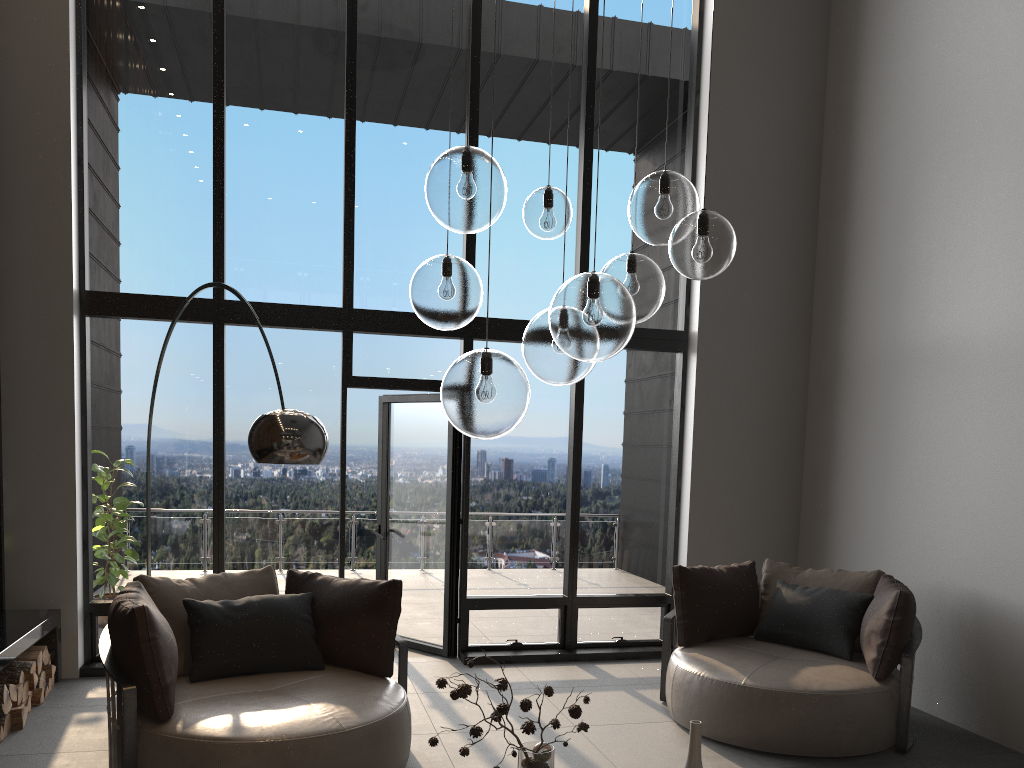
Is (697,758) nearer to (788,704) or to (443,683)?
(443,683)

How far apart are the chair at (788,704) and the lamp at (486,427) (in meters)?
2.42

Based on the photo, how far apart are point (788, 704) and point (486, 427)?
3.0 meters

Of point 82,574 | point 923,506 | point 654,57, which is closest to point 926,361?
point 923,506

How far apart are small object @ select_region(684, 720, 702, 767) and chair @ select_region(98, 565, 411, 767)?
1.6 meters

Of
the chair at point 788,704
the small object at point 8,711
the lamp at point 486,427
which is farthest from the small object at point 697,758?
the small object at point 8,711

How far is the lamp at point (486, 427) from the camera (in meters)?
2.28

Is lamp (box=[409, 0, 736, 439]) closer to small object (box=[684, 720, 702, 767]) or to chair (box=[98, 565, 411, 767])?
small object (box=[684, 720, 702, 767])

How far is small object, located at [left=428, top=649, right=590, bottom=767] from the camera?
2.51m

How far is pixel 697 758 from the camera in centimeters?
260cm
